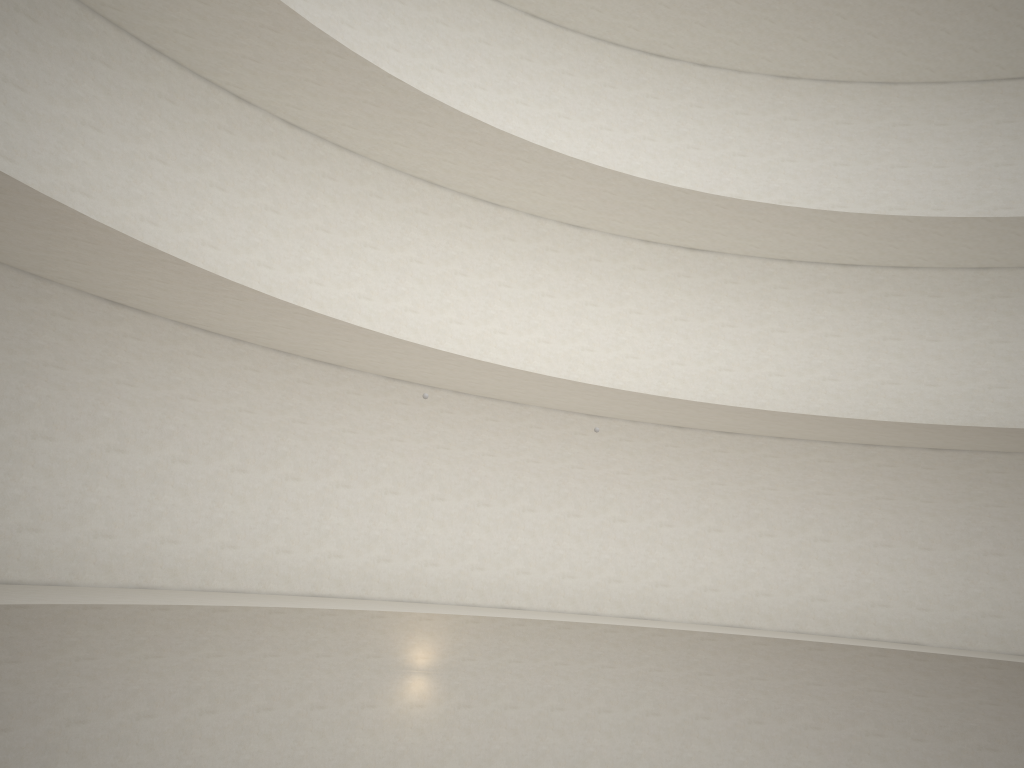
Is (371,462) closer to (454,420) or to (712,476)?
(454,420)

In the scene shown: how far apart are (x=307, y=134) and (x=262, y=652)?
9.2m

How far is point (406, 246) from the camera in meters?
17.4 m
